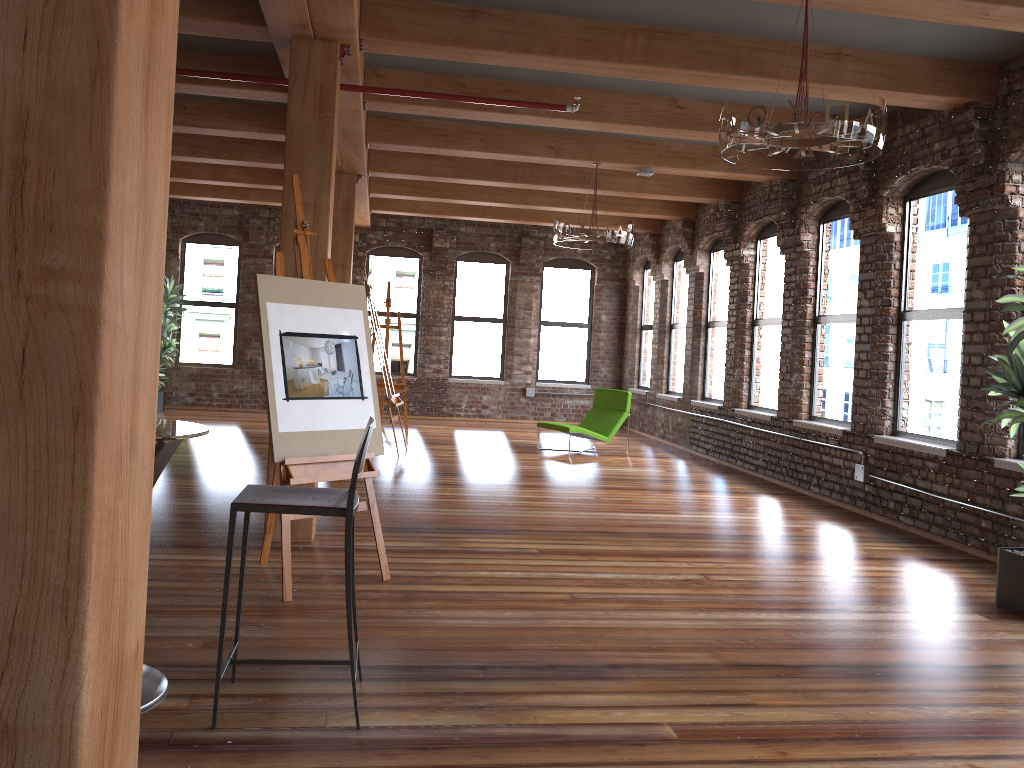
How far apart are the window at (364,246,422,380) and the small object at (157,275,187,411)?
3.00m

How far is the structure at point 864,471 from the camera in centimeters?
751cm

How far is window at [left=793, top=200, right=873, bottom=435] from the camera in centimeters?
827cm

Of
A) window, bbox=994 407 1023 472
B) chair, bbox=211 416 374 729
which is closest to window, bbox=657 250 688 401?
window, bbox=994 407 1023 472

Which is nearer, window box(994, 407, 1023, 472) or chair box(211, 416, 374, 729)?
chair box(211, 416, 374, 729)

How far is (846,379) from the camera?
8.3 meters

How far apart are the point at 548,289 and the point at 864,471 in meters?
8.4 m

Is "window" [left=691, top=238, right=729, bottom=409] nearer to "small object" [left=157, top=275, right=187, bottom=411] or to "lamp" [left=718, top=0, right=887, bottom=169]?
"lamp" [left=718, top=0, right=887, bottom=169]

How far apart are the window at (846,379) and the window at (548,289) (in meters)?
6.52

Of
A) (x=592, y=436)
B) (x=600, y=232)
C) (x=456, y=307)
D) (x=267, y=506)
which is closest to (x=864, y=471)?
(x=600, y=232)
